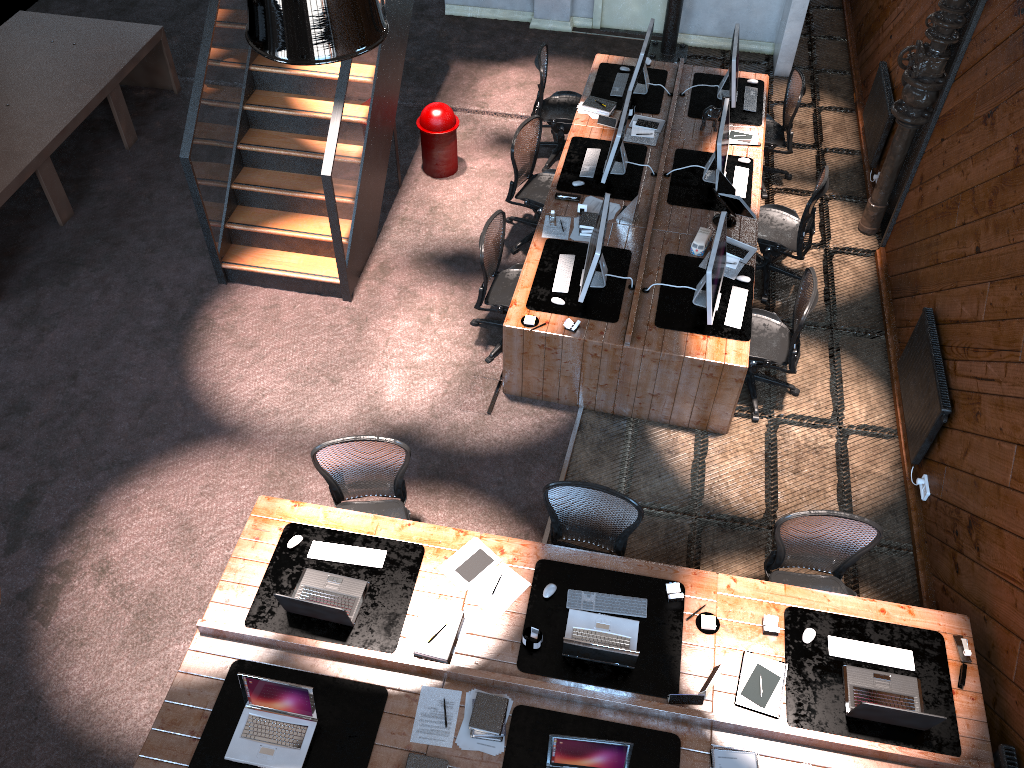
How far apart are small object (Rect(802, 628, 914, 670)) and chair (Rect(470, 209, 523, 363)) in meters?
3.2 m

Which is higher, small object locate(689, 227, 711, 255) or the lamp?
the lamp

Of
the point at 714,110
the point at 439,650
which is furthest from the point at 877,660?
the point at 714,110

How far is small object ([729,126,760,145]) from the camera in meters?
7.9 m

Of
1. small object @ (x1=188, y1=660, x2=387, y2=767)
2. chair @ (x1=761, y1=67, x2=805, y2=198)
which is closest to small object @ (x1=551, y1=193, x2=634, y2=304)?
chair @ (x1=761, y1=67, x2=805, y2=198)

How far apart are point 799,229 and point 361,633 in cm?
476

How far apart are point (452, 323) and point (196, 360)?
2.1 meters

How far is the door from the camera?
10.70m

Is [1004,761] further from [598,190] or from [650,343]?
[598,190]

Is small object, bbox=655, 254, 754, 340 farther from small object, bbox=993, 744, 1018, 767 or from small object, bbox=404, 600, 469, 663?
small object, bbox=993, 744, 1018, 767
